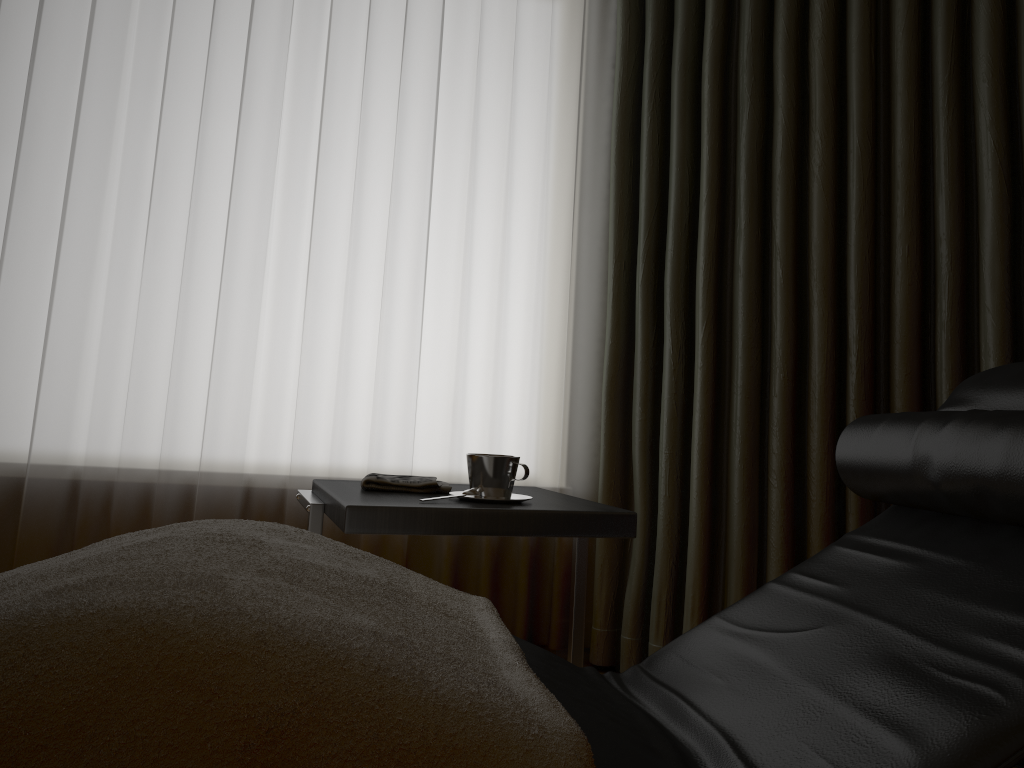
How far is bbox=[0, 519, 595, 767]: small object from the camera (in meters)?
0.62

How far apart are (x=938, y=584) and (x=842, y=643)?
0.1 meters

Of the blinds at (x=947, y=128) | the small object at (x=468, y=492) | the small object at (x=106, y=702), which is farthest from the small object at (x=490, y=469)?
the blinds at (x=947, y=128)

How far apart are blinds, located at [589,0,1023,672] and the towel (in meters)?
0.78

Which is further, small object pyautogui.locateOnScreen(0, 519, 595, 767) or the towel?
the towel

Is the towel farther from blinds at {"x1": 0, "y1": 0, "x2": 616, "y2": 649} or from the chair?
blinds at {"x1": 0, "y1": 0, "x2": 616, "y2": 649}

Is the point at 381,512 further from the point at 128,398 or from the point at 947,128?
the point at 947,128

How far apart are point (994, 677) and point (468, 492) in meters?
0.9 m

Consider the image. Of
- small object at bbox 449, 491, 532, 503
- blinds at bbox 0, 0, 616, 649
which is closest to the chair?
small object at bbox 449, 491, 532, 503

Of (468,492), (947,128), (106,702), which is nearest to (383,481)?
(468,492)
